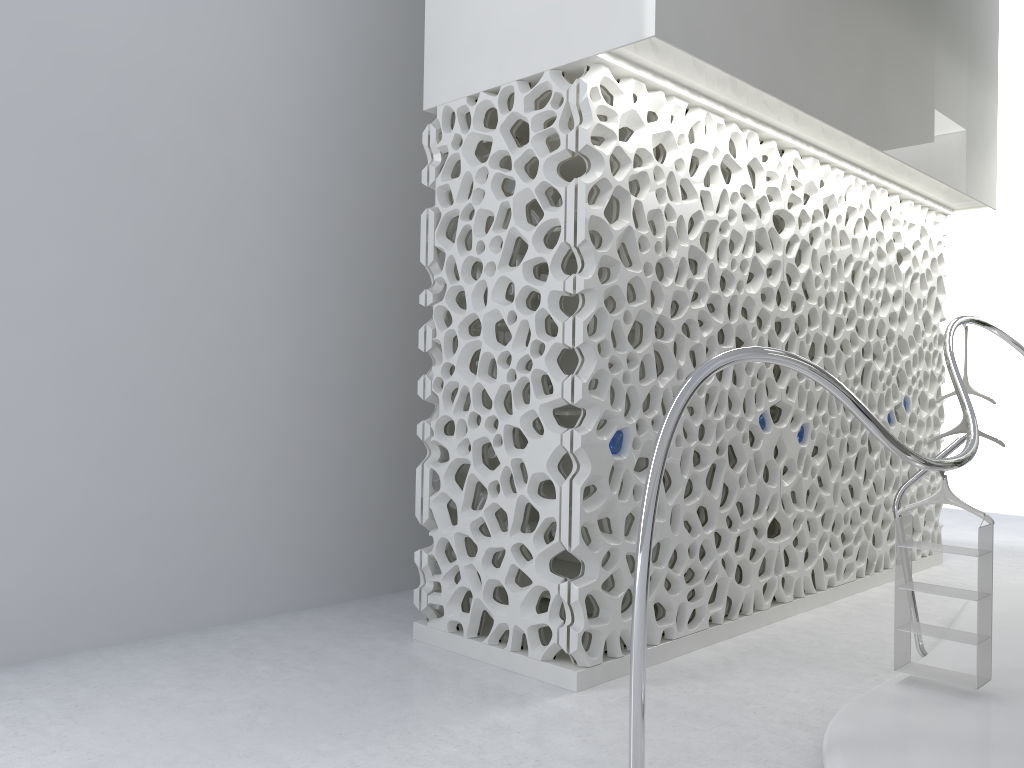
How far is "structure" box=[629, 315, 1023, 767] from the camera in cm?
329

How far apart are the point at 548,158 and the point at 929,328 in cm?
473

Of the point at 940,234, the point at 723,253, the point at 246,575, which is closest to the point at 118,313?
the point at 246,575

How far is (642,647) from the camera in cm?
329

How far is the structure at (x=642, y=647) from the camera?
3.3m
